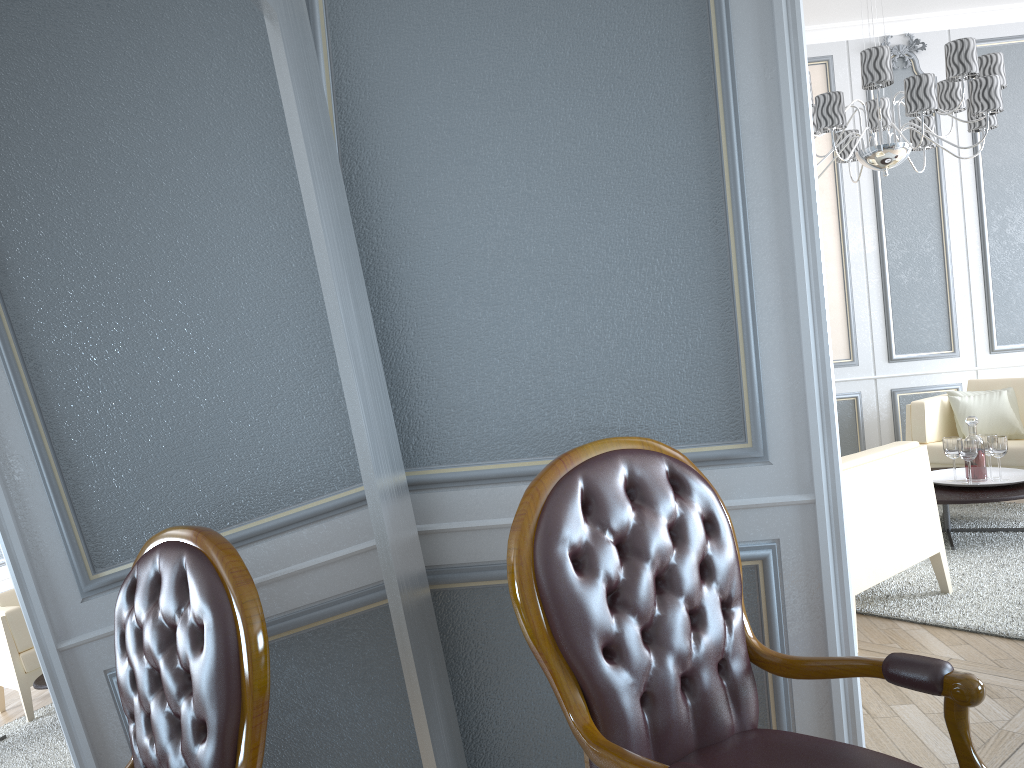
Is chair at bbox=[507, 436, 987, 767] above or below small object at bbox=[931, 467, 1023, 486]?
above

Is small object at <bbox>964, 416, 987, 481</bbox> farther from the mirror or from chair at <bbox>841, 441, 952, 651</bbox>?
the mirror

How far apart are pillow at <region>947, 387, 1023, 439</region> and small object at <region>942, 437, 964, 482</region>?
1.04m

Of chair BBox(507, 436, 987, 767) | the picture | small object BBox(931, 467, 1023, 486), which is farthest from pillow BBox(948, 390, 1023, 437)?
chair BBox(507, 436, 987, 767)

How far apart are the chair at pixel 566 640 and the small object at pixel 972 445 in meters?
2.8 m

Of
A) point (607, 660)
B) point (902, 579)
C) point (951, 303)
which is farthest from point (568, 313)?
point (951, 303)

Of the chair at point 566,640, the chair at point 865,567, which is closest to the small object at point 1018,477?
the chair at point 865,567

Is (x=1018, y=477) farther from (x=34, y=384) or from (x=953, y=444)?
(x=34, y=384)

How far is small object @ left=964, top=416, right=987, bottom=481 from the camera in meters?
3.9

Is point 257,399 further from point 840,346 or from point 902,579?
point 840,346
